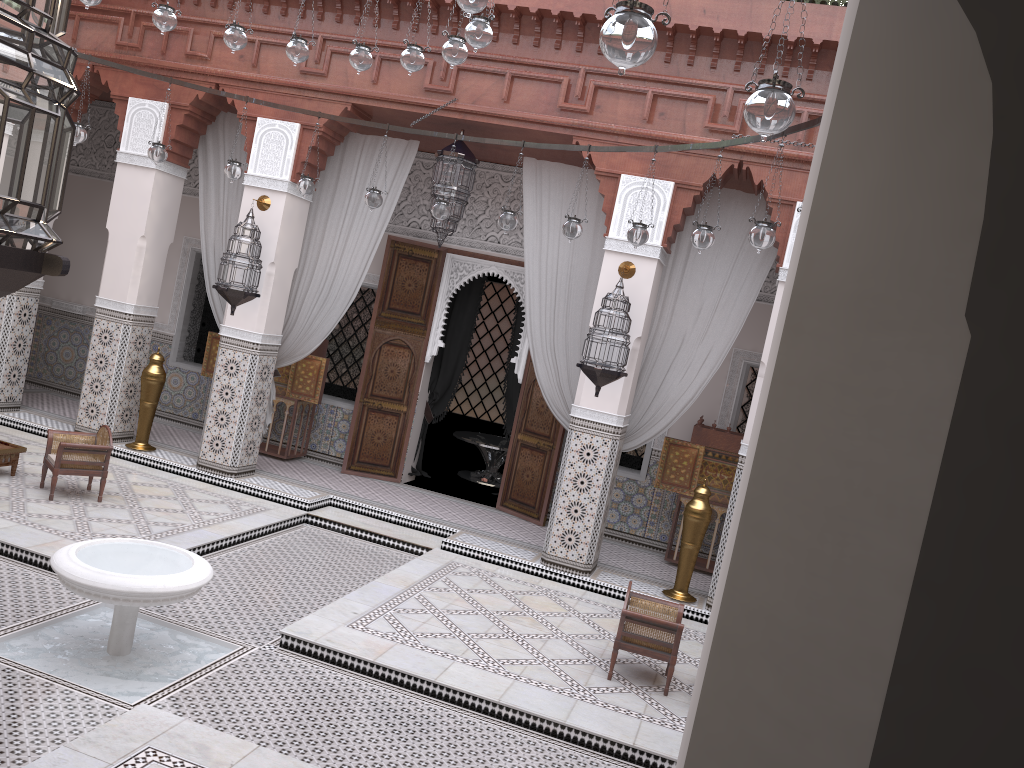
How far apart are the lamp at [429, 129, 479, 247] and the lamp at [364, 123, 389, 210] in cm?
50

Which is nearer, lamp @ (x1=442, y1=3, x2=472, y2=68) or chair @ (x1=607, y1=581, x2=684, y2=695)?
lamp @ (x1=442, y1=3, x2=472, y2=68)

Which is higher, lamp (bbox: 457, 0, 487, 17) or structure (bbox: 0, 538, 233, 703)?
lamp (bbox: 457, 0, 487, 17)

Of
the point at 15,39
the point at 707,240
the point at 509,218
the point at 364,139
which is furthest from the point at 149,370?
the point at 15,39

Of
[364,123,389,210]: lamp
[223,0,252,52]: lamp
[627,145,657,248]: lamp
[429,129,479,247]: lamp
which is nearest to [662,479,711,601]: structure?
[627,145,657,248]: lamp

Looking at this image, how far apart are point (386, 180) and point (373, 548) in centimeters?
184cm

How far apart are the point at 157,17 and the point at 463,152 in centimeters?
155cm

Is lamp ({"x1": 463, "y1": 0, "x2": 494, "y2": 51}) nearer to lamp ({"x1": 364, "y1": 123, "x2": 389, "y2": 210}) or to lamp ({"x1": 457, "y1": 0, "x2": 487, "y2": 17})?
lamp ({"x1": 457, "y1": 0, "x2": 487, "y2": 17})

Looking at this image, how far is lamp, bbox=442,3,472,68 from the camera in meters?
2.6

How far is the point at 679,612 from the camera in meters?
3.1
